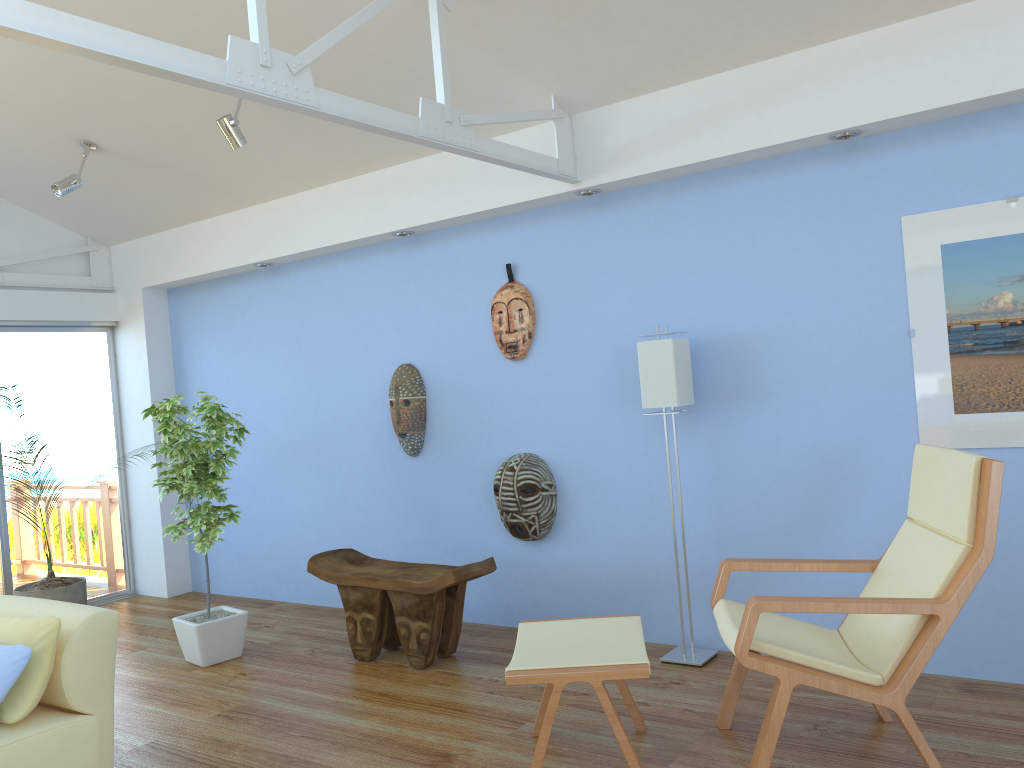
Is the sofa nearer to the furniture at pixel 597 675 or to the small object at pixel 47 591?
the small object at pixel 47 591

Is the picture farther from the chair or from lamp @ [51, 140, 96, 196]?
lamp @ [51, 140, 96, 196]

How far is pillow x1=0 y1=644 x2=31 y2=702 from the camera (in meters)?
2.82

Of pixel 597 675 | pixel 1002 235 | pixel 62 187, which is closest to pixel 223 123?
pixel 62 187

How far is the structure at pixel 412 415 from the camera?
5.02m

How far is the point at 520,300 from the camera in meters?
4.6

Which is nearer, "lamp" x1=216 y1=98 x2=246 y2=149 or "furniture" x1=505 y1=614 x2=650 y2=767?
"furniture" x1=505 y1=614 x2=650 y2=767

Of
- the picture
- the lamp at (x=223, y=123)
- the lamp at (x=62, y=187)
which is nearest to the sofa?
the lamp at (x=223, y=123)

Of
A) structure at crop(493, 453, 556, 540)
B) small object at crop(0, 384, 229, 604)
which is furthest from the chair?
small object at crop(0, 384, 229, 604)

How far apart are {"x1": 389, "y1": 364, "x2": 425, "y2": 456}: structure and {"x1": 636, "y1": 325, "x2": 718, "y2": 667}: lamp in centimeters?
153cm
